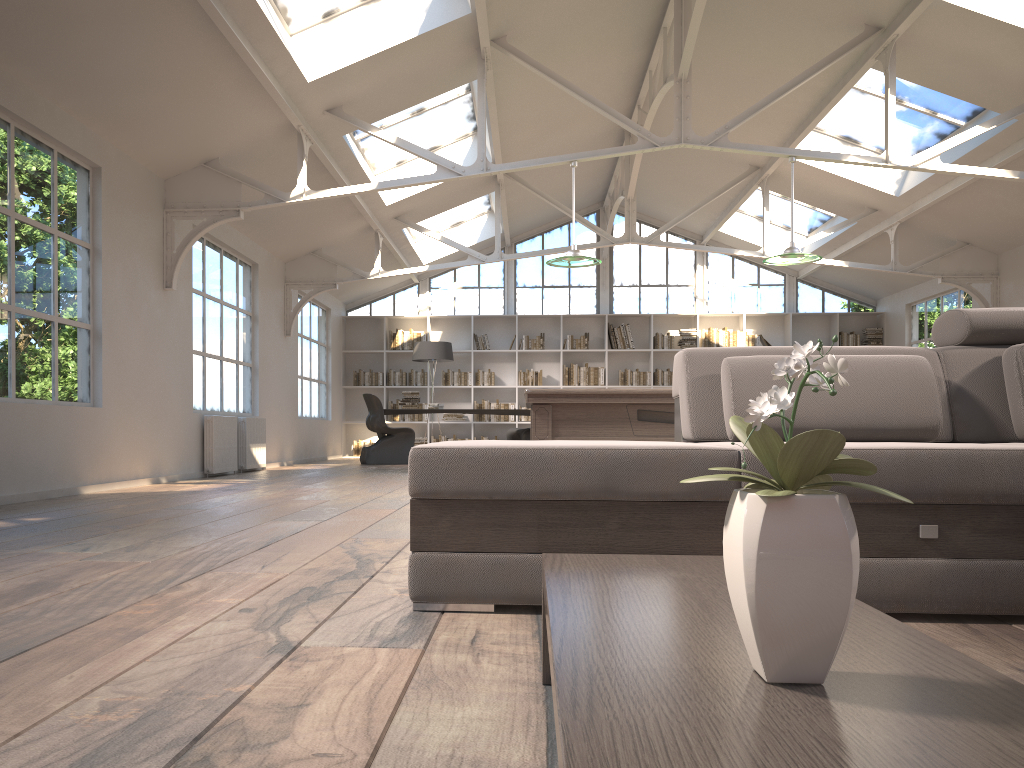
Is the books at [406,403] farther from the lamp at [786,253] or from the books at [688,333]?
the lamp at [786,253]

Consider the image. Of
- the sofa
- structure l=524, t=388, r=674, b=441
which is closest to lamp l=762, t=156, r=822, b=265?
structure l=524, t=388, r=674, b=441

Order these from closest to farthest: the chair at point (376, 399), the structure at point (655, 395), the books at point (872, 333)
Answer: the structure at point (655, 395), the chair at point (376, 399), the books at point (872, 333)

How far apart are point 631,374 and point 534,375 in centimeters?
157cm

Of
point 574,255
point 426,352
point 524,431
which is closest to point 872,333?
point 524,431

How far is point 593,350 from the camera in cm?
1434

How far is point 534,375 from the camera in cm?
1436

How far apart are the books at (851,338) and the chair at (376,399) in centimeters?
727cm

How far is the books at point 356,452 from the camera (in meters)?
14.38

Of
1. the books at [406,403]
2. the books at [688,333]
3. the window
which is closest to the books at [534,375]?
the window
